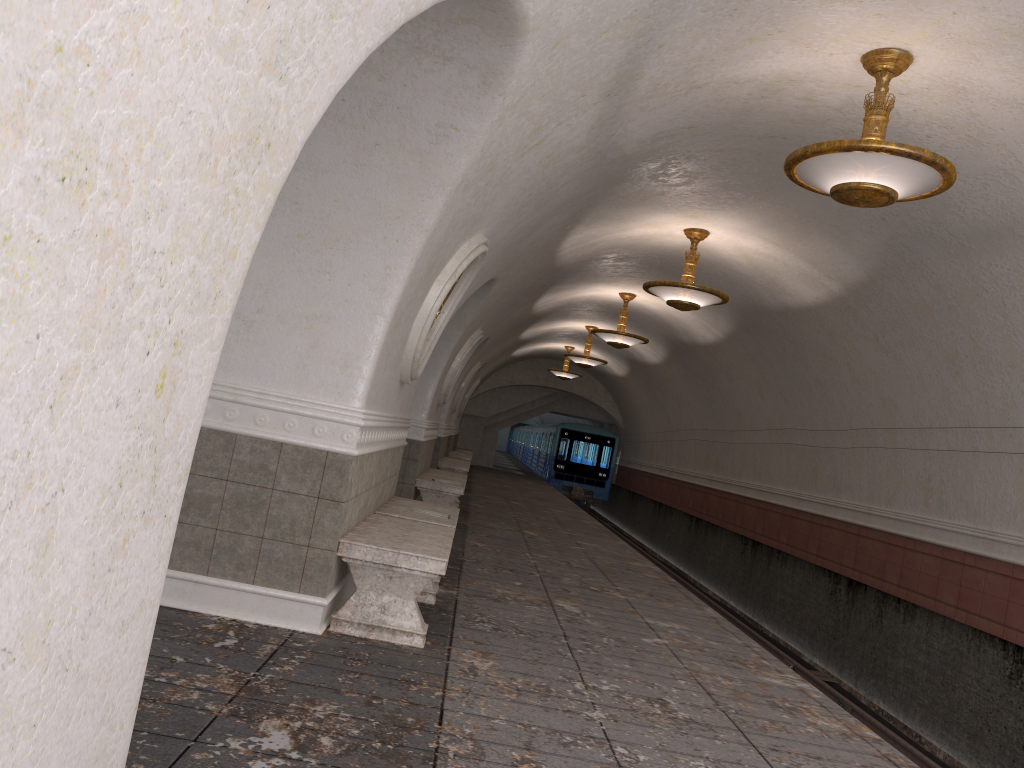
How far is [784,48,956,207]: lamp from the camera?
5.1 meters

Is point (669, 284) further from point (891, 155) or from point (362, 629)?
point (362, 629)

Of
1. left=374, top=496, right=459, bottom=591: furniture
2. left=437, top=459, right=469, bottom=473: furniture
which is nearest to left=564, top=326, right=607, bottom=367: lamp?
left=437, top=459, right=469, bottom=473: furniture

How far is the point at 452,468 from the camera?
16.9m

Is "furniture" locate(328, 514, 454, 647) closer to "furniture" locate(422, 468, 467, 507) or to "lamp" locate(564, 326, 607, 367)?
"furniture" locate(422, 468, 467, 507)

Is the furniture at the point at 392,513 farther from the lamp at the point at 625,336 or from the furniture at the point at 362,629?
the lamp at the point at 625,336

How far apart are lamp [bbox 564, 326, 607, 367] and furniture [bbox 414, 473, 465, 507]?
8.49m

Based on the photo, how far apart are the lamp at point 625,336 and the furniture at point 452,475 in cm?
362

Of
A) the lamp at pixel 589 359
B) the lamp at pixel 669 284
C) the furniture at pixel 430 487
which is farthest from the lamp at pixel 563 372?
the lamp at pixel 669 284

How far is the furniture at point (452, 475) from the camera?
13.11m
